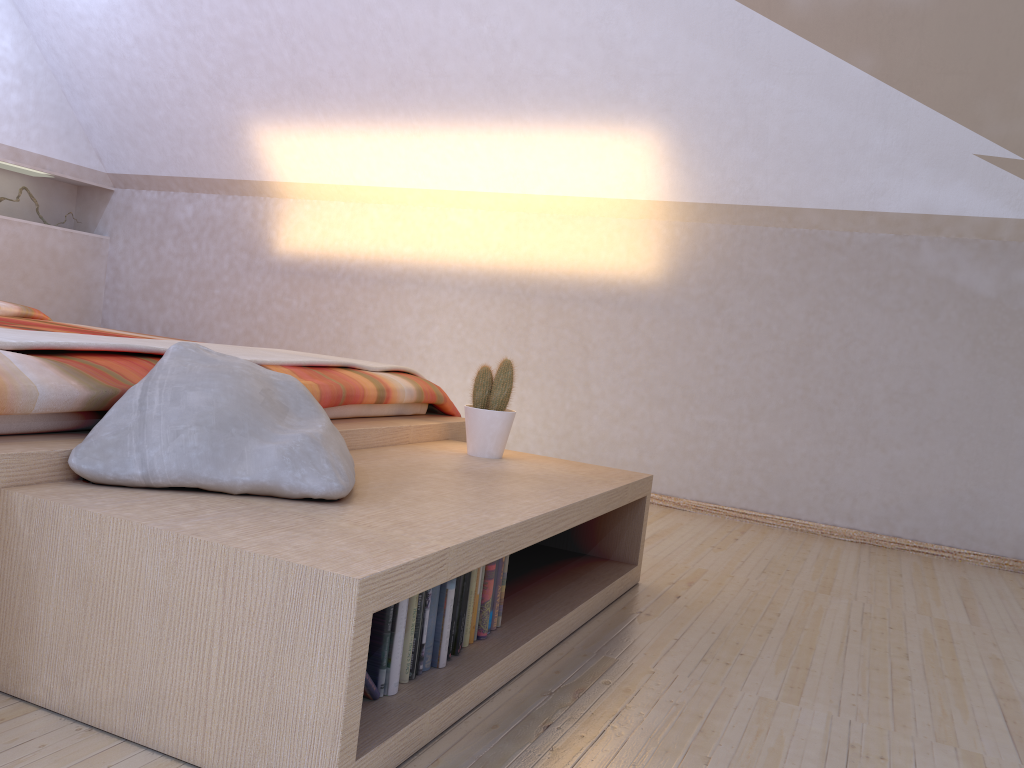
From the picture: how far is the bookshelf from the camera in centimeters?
113cm

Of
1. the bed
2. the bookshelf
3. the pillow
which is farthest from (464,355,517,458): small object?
the pillow

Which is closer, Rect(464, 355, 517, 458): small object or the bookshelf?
the bookshelf

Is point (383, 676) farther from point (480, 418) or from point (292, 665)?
point (480, 418)

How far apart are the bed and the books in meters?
0.6 m

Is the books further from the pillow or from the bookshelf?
the pillow

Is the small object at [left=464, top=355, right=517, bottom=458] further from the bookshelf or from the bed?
the bed

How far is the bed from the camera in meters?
1.4 m

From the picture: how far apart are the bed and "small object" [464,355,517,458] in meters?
0.2 m

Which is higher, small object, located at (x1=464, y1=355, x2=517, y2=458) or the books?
small object, located at (x1=464, y1=355, x2=517, y2=458)
